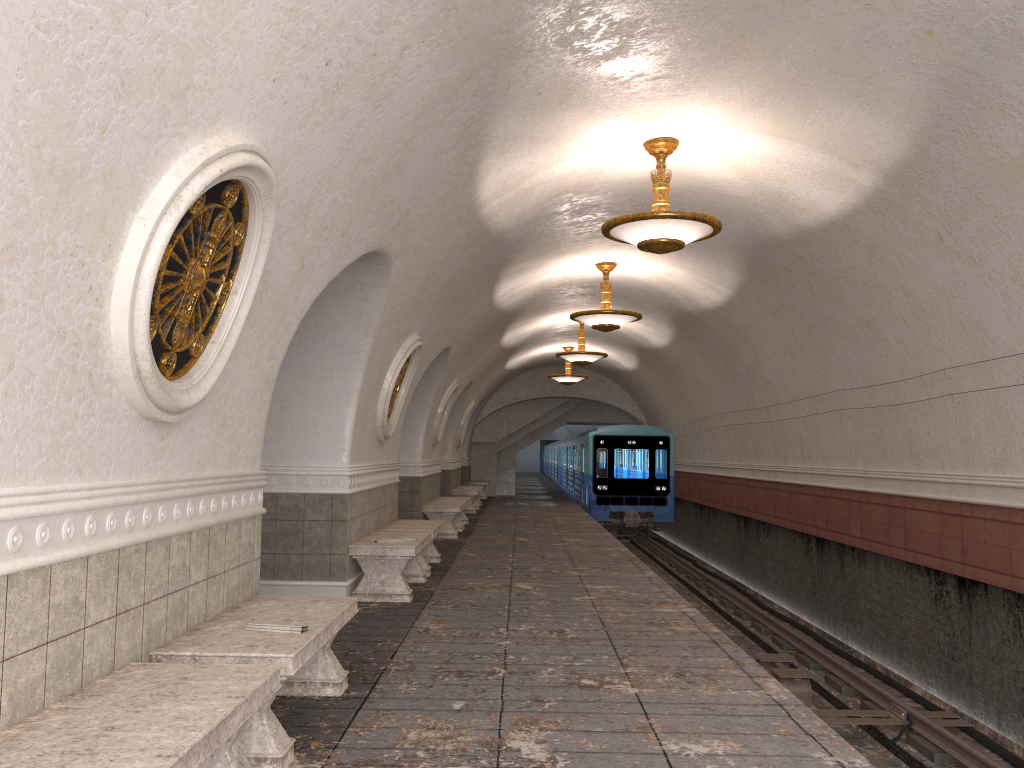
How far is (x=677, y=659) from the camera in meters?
5.9

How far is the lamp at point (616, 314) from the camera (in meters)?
11.90

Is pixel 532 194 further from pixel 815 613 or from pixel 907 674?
pixel 815 613

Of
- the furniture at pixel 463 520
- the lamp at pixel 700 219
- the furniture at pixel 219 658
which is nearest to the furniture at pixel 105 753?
the furniture at pixel 219 658

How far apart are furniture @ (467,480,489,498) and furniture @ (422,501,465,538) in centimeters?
1096cm

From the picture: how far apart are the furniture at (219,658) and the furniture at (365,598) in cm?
291

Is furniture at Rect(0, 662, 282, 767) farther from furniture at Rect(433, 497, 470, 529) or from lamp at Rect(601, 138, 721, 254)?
furniture at Rect(433, 497, 470, 529)

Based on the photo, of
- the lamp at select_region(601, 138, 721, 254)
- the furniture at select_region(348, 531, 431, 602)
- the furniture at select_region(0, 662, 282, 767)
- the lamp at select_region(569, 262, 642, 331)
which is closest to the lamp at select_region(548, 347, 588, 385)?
the lamp at select_region(569, 262, 642, 331)

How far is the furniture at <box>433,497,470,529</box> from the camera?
16.9 meters

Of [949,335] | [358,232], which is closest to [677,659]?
[358,232]
